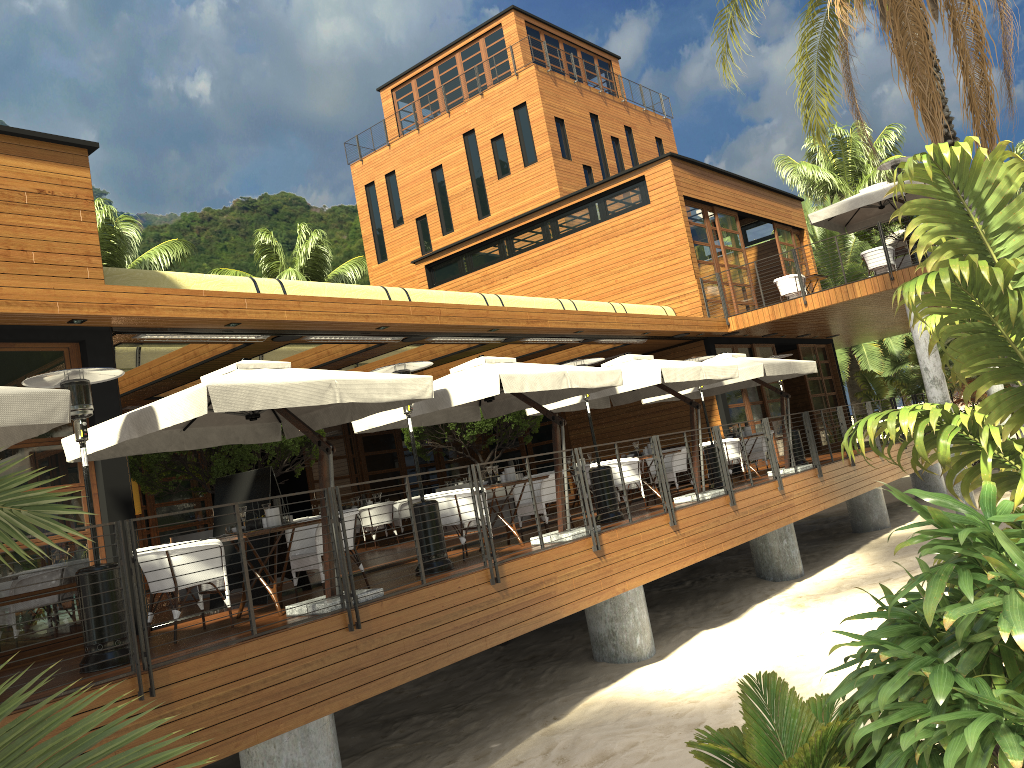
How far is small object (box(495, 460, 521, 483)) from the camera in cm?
1050

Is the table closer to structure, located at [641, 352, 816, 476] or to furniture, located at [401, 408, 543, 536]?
furniture, located at [401, 408, 543, 536]

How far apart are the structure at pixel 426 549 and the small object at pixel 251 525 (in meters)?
1.70

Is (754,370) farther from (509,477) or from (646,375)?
(509,477)

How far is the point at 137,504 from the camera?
14.6m

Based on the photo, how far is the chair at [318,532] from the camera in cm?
826

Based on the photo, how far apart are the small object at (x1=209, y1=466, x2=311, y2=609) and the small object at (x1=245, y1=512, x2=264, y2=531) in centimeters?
128cm

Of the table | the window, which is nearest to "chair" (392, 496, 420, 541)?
the window

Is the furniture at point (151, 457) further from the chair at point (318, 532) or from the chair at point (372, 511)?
the chair at point (318, 532)

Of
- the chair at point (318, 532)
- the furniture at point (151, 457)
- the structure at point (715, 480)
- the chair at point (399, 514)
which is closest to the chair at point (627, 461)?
the structure at point (715, 480)
